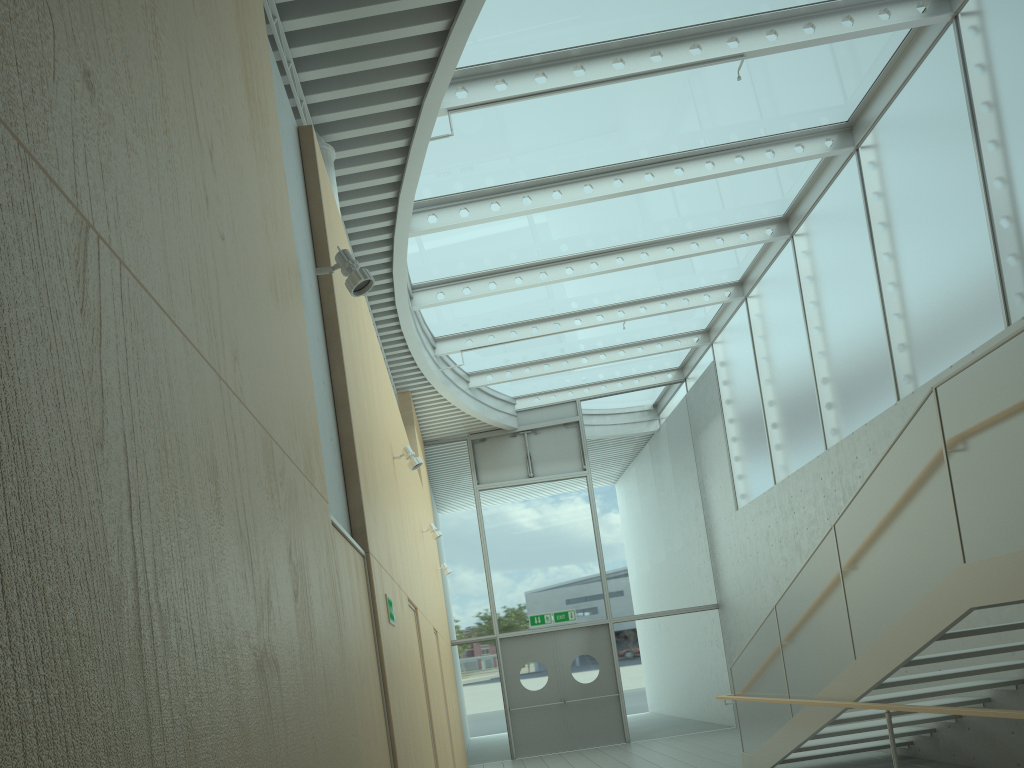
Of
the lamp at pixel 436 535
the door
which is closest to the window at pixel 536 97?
the lamp at pixel 436 535

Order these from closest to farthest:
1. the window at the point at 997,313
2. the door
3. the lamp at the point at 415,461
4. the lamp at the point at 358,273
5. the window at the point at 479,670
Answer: the lamp at the point at 358,273, the lamp at the point at 415,461, the window at the point at 997,313, the door, the window at the point at 479,670

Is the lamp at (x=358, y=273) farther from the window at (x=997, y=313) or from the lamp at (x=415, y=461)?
the window at (x=997, y=313)

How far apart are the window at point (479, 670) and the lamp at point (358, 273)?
11.1m

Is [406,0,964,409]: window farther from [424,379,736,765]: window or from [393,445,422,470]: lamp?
[393,445,422,470]: lamp

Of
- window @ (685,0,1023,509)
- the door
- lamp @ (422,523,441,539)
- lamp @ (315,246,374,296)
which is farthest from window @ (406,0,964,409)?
the door

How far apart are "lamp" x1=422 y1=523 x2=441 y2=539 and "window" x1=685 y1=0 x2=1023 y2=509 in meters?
4.6 m

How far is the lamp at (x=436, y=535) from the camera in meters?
9.4

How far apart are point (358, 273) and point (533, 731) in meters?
11.6

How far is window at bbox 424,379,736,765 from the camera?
13.9 meters
